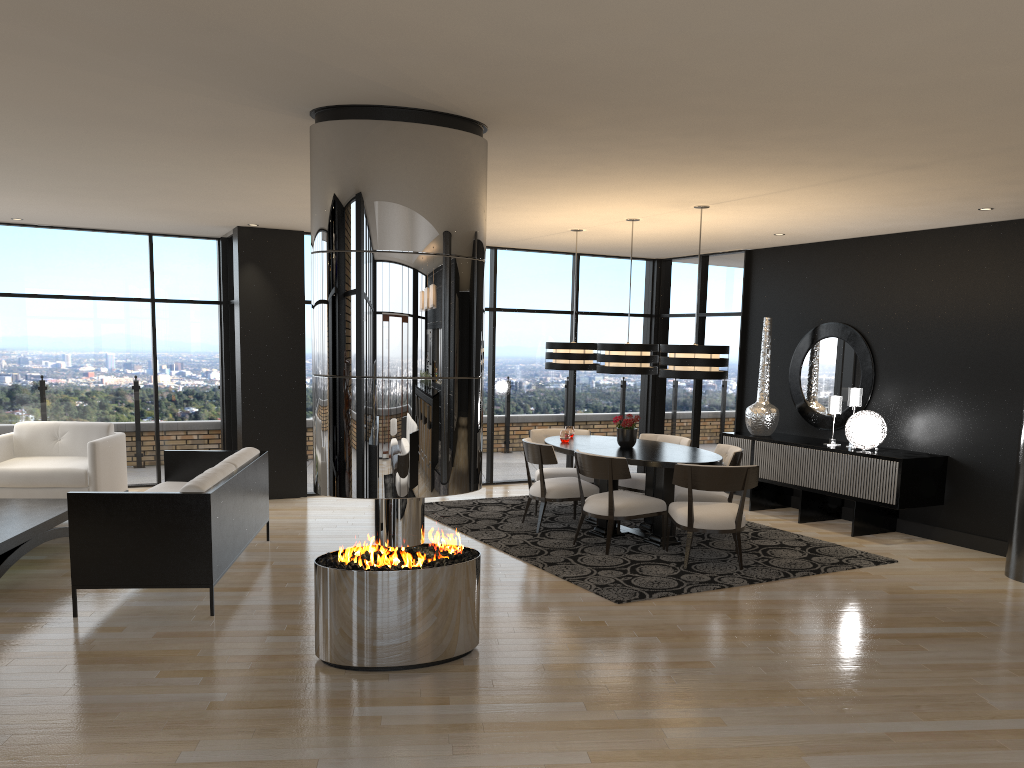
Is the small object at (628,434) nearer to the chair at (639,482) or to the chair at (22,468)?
the chair at (639,482)

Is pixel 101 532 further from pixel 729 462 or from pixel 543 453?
pixel 729 462

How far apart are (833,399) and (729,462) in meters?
1.7 m

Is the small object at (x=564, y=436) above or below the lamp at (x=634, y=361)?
below

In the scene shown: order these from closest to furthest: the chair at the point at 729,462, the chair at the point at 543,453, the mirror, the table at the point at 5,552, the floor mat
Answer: the table at the point at 5,552, the floor mat, the chair at the point at 729,462, the chair at the point at 543,453, the mirror

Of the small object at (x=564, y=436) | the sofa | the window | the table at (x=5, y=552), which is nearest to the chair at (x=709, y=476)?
the small object at (x=564, y=436)

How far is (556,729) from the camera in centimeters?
374cm

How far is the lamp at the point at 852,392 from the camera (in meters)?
8.25

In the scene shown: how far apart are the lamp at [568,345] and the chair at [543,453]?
0.93m

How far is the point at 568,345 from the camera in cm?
834
